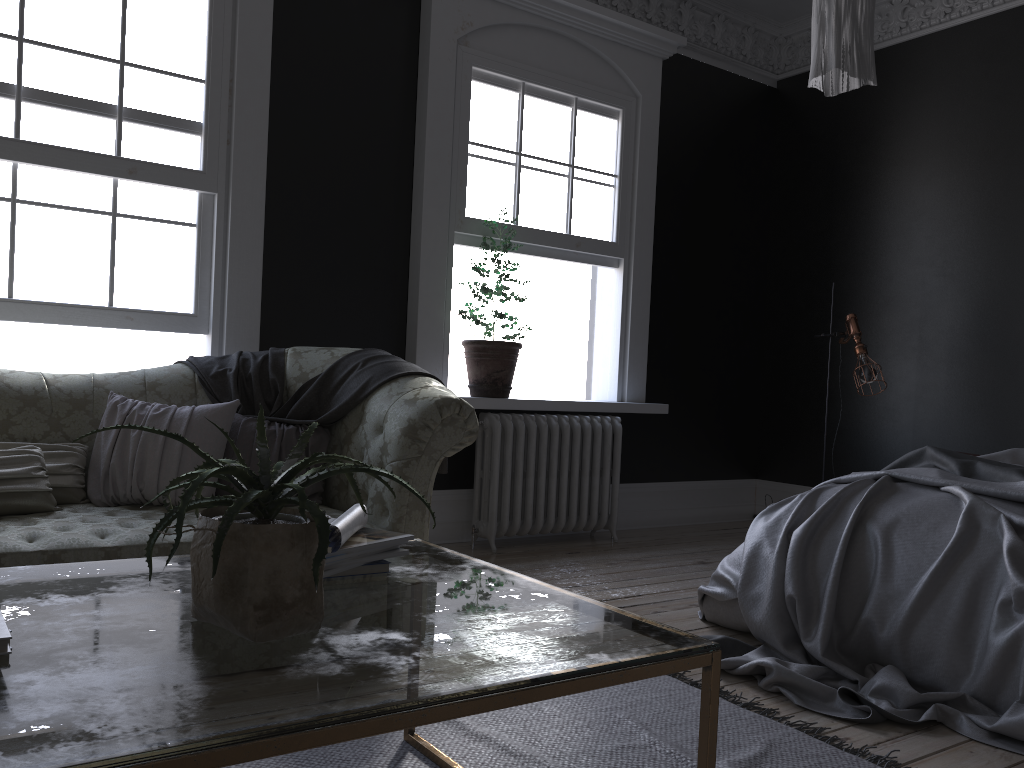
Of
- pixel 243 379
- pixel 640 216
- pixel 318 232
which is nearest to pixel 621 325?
pixel 640 216

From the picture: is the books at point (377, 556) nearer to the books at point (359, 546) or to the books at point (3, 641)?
the books at point (359, 546)

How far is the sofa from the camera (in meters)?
2.88

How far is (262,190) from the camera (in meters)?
4.63

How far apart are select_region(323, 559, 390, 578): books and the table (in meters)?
0.03

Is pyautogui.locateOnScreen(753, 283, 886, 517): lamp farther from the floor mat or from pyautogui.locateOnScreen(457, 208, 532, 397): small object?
the floor mat

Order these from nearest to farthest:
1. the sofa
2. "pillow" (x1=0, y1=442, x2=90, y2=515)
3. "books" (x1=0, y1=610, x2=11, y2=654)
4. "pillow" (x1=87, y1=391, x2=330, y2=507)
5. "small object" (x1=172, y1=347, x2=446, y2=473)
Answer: "books" (x1=0, y1=610, x2=11, y2=654)
the sofa
"pillow" (x1=0, y1=442, x2=90, y2=515)
"pillow" (x1=87, y1=391, x2=330, y2=507)
"small object" (x1=172, y1=347, x2=446, y2=473)

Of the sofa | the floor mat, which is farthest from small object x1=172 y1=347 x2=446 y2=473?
the floor mat

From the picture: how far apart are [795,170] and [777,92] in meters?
0.7 m

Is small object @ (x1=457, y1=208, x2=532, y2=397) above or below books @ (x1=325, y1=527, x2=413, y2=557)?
above
